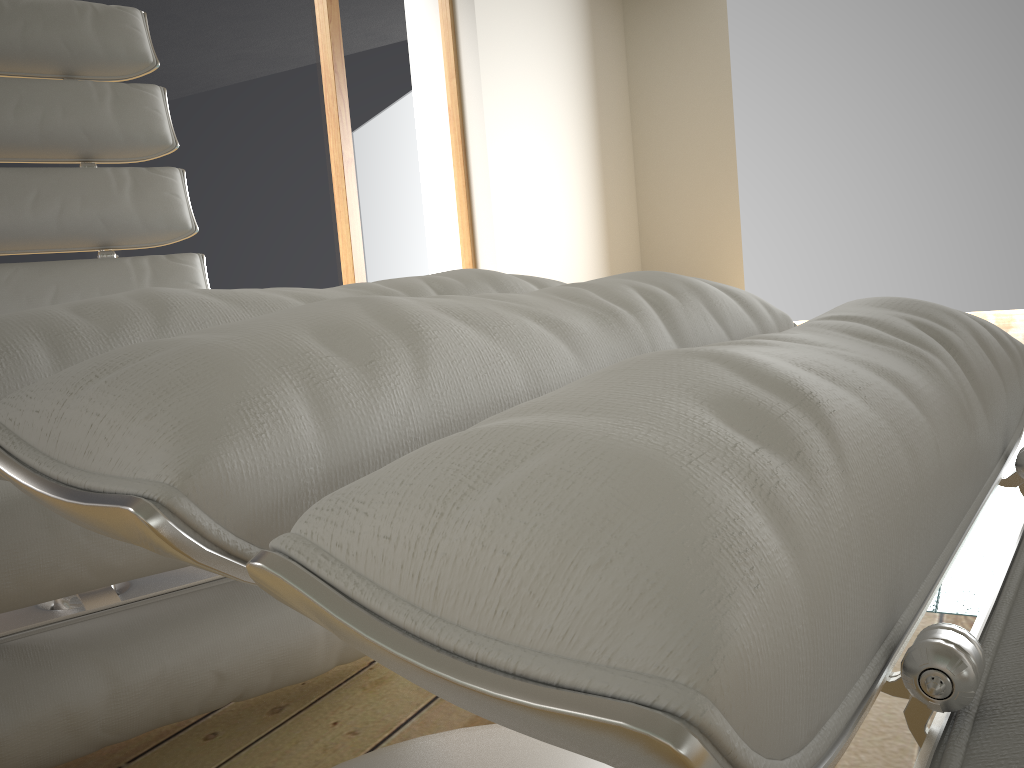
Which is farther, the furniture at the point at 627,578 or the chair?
the chair

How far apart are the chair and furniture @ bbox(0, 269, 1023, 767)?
Answer: 0.2m

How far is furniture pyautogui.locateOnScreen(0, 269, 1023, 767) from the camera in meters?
0.2

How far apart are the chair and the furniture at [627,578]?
0.2m

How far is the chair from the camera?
0.8 meters

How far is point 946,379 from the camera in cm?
40

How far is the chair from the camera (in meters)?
0.78

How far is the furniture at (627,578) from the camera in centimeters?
18cm

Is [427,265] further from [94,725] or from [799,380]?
[799,380]

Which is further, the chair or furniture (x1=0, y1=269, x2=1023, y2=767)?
the chair
